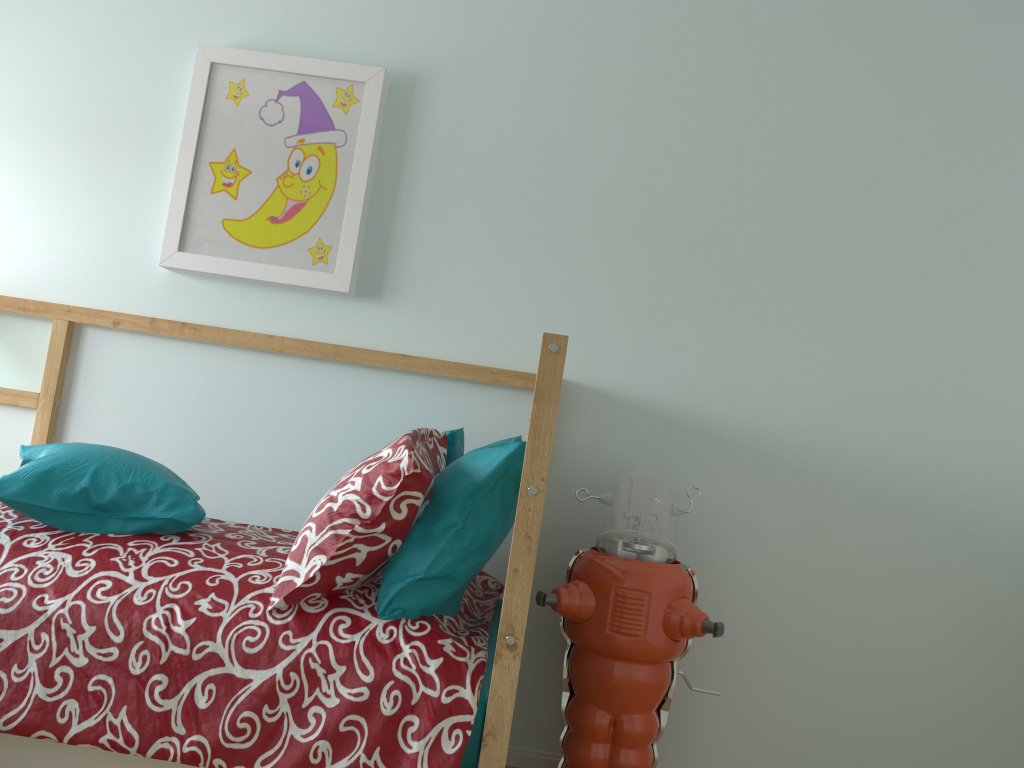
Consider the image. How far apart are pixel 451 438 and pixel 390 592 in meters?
0.4 m

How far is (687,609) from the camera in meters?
1.9 m

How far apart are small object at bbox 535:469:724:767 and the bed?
0.1 meters

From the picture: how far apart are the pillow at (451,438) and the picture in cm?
46

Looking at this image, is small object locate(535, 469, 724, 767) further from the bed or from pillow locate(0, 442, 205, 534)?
pillow locate(0, 442, 205, 534)

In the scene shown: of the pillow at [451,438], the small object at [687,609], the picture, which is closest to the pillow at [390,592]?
the pillow at [451,438]

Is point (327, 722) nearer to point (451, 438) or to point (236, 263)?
point (451, 438)

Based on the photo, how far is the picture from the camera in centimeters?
226cm

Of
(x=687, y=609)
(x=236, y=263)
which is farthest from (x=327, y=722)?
(x=236, y=263)

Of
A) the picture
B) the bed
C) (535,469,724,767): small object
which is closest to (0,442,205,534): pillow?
the bed
